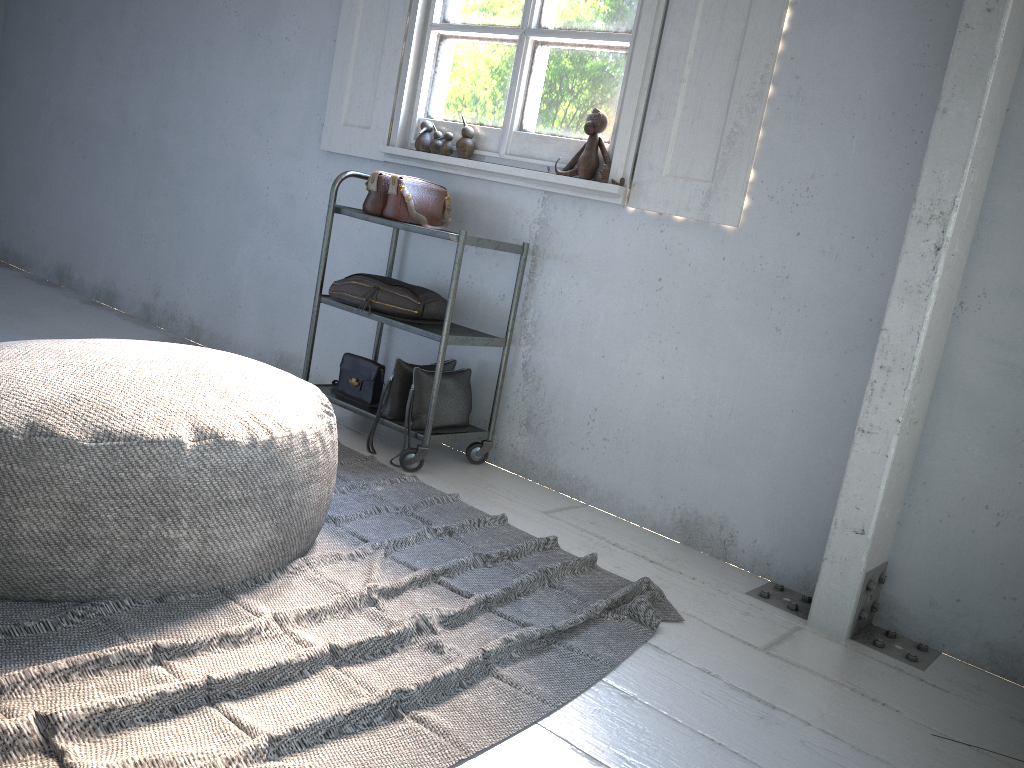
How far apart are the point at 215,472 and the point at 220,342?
2.98m

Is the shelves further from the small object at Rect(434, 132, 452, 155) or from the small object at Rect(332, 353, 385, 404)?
the small object at Rect(434, 132, 452, 155)

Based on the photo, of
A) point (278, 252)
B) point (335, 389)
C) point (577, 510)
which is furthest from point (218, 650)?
point (278, 252)

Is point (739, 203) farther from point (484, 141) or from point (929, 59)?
point (484, 141)

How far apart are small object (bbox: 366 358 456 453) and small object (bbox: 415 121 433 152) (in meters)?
0.93

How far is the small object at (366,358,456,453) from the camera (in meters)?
3.37

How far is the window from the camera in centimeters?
307cm

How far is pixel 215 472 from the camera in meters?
2.0

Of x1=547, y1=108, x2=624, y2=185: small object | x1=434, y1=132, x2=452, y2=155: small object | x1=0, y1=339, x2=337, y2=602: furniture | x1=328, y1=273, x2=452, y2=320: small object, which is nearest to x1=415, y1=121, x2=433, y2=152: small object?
x1=434, y1=132, x2=452, y2=155: small object

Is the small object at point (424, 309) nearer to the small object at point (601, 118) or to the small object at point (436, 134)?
the small object at point (436, 134)
